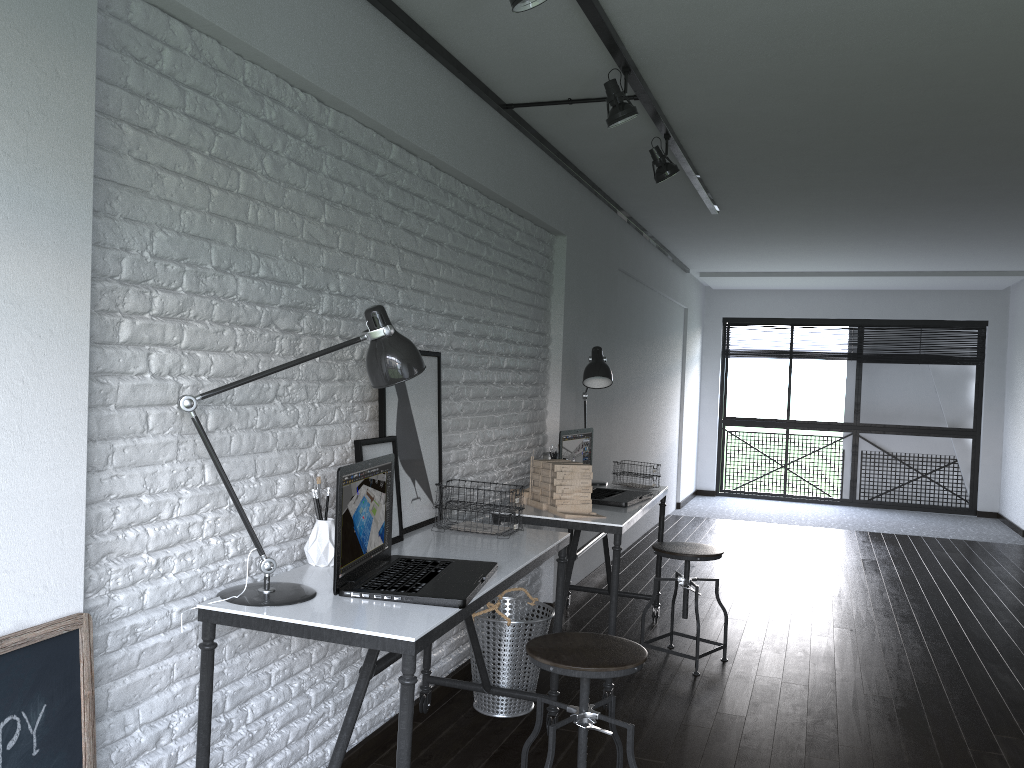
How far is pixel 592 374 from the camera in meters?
4.3

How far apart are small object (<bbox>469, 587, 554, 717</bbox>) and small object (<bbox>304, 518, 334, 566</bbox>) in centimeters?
98cm

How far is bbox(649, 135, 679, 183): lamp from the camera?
3.93m

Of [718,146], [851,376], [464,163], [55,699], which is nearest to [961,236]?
[718,146]

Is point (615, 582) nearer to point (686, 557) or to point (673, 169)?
point (686, 557)

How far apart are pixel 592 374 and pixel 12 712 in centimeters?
306cm

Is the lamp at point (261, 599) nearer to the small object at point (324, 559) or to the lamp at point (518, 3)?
the small object at point (324, 559)

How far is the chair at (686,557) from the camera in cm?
388

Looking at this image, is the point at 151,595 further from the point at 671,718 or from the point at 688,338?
the point at 688,338

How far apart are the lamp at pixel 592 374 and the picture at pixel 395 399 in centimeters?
121cm
